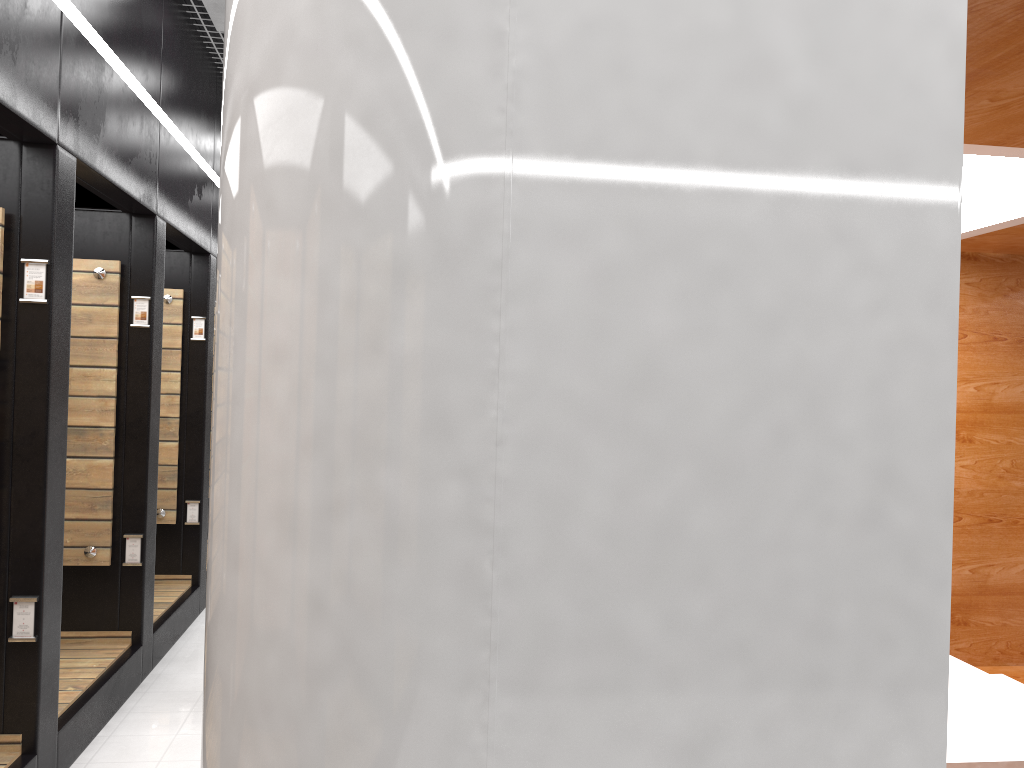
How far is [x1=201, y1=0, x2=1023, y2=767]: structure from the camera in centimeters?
136cm

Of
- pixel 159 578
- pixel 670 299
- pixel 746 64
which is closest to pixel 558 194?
pixel 670 299

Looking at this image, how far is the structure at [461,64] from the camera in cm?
136

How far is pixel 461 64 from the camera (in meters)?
1.36
